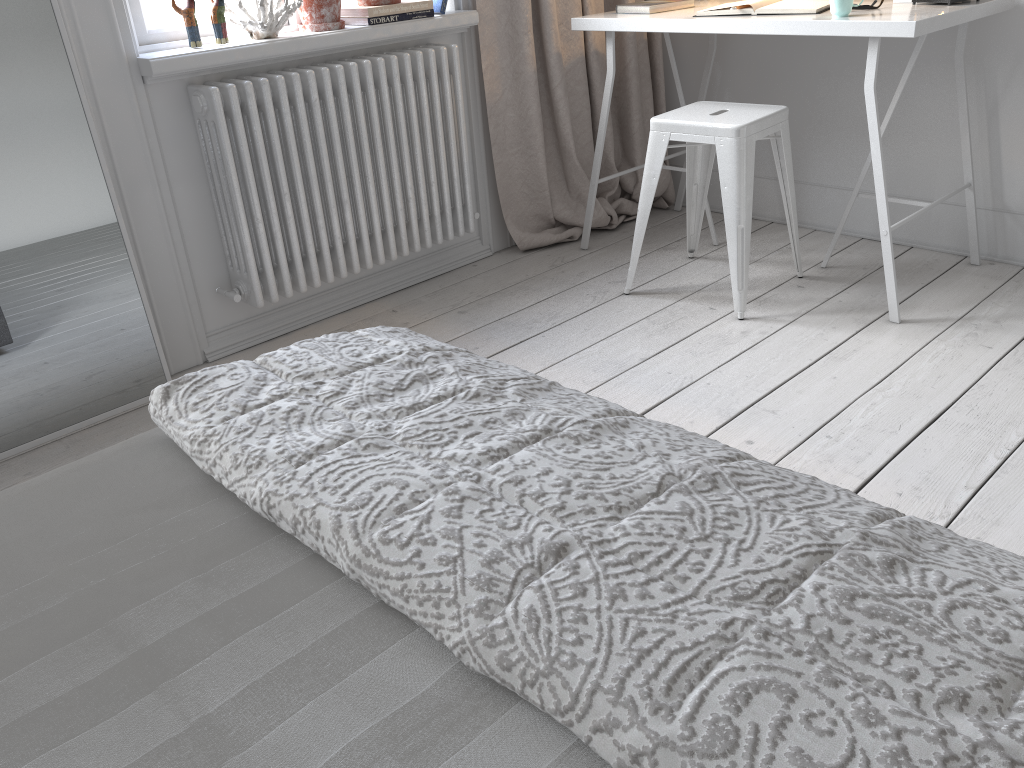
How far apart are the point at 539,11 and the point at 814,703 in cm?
277

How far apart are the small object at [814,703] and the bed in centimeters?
1cm

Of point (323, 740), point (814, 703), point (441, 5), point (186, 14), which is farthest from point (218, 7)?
point (814, 703)

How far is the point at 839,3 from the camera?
2.2 meters

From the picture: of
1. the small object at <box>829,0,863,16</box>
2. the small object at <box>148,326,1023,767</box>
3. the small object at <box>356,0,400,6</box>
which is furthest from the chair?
the small object at <box>148,326,1023,767</box>

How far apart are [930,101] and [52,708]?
2.9 meters

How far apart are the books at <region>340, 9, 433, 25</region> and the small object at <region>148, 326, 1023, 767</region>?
1.70m

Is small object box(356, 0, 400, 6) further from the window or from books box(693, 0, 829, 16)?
books box(693, 0, 829, 16)

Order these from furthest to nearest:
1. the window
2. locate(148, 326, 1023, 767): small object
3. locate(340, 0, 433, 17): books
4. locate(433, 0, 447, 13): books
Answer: locate(433, 0, 447, 13): books → locate(340, 0, 433, 17): books → the window → locate(148, 326, 1023, 767): small object

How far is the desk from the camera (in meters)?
2.16
